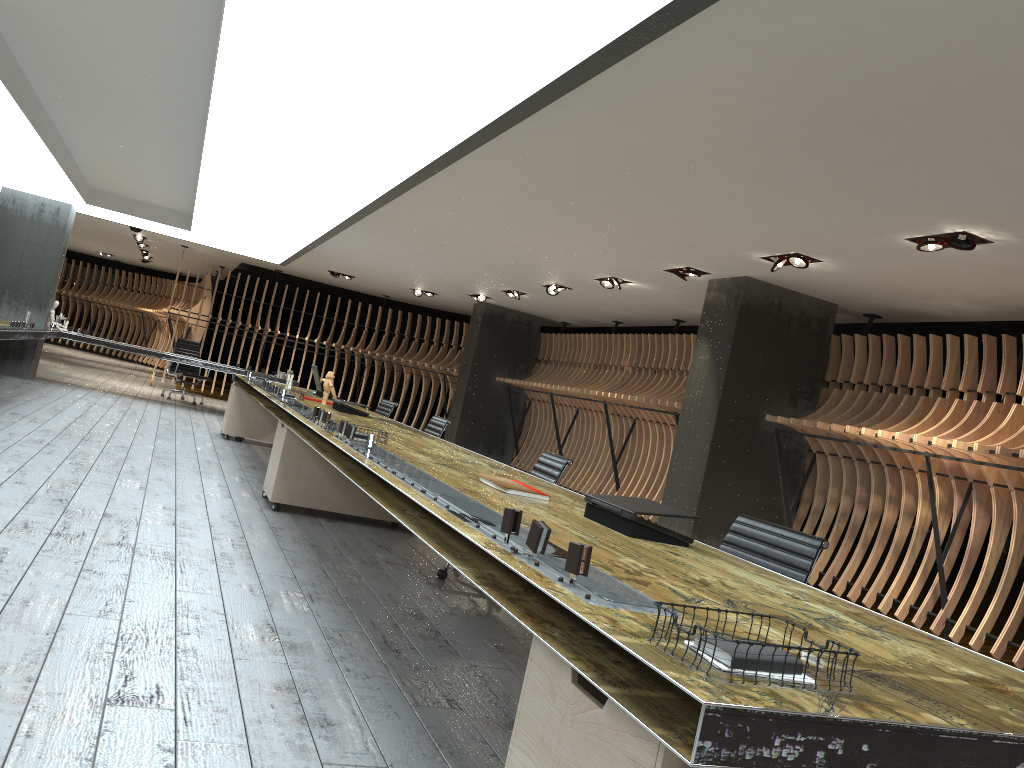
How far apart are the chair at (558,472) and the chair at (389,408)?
4.4 meters

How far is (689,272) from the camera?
8.59m

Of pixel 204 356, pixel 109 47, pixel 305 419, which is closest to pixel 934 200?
pixel 305 419

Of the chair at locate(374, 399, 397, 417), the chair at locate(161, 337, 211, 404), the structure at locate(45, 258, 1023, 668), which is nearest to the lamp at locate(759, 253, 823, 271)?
the structure at locate(45, 258, 1023, 668)

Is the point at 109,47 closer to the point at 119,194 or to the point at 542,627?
the point at 542,627

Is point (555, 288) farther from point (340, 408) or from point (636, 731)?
point (636, 731)

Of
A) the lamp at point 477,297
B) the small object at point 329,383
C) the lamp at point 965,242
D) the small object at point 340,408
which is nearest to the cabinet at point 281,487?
the small object at point 340,408

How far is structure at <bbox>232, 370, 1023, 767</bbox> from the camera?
1.3m

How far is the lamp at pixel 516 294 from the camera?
13.1m

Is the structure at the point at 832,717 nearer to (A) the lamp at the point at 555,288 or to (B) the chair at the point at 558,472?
(B) the chair at the point at 558,472
